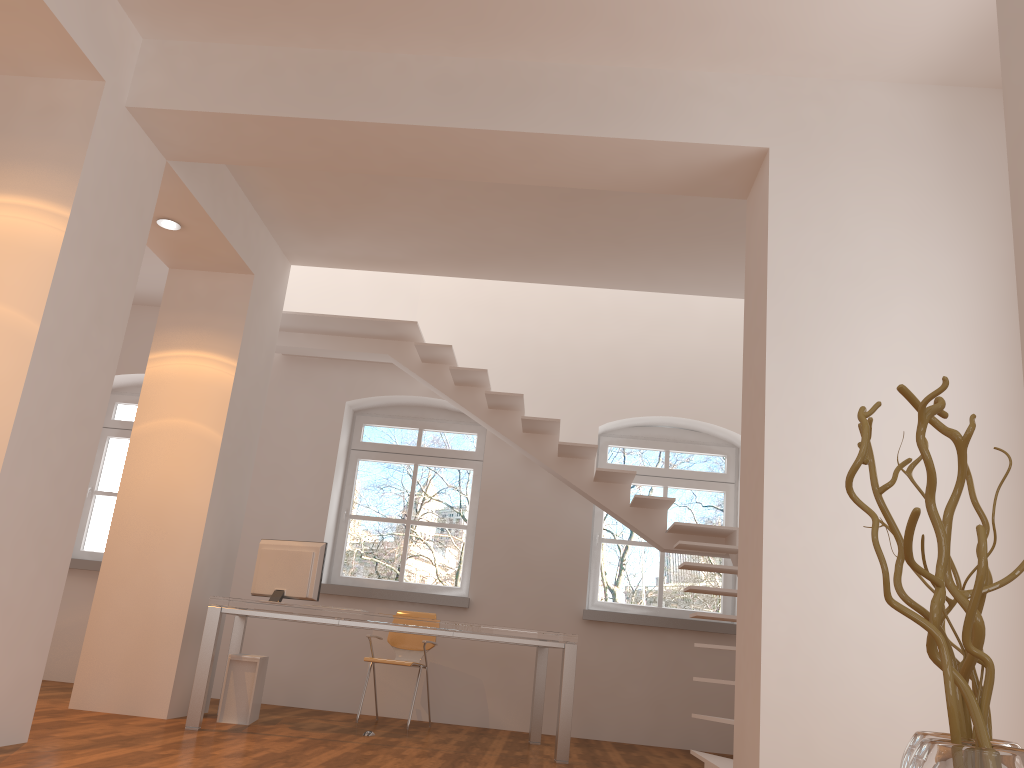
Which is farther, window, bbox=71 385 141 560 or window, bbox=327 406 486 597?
window, bbox=71 385 141 560

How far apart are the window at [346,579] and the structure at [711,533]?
0.9 meters

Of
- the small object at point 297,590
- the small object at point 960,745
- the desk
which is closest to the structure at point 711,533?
the desk

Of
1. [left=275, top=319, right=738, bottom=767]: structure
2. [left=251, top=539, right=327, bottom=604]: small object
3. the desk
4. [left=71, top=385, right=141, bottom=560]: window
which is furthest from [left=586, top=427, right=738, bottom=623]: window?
[left=71, top=385, right=141, bottom=560]: window

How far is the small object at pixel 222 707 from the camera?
5.6 meters

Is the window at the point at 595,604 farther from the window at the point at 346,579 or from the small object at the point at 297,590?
the small object at the point at 297,590

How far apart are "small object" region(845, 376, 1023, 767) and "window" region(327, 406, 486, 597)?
6.49m

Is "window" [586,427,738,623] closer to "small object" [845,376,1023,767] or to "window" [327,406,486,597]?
"window" [327,406,486,597]

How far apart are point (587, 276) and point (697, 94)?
2.6m

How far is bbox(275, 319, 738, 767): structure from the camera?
6.7 meters
